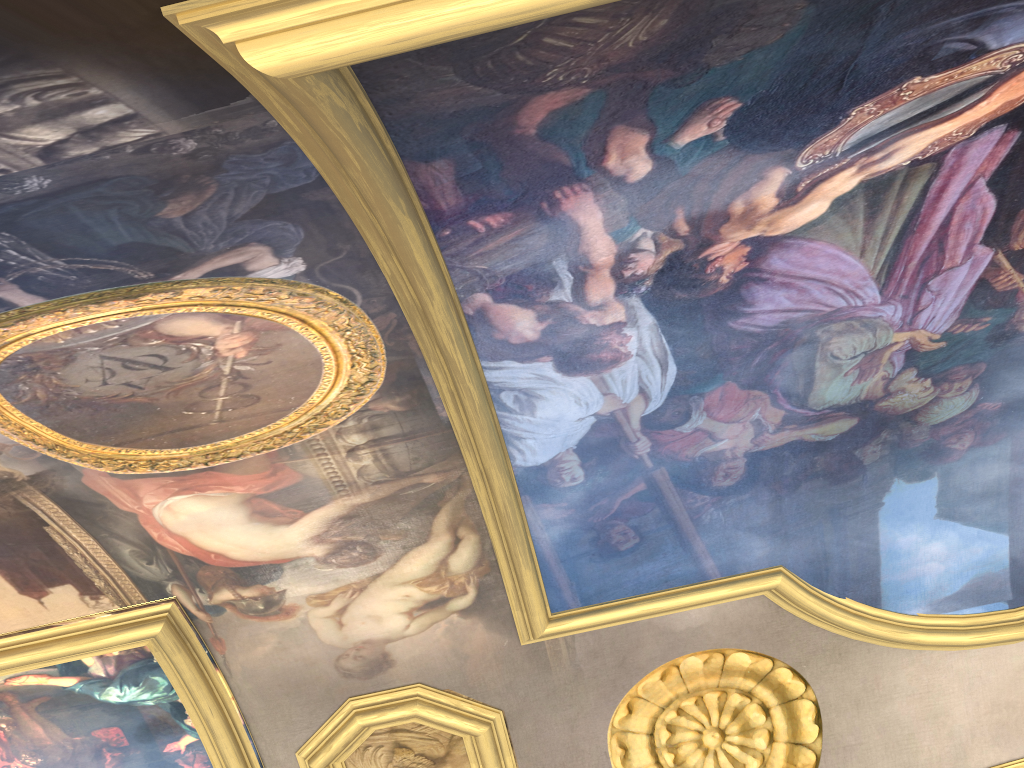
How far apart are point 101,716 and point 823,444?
6.85m

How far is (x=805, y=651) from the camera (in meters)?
8.27
